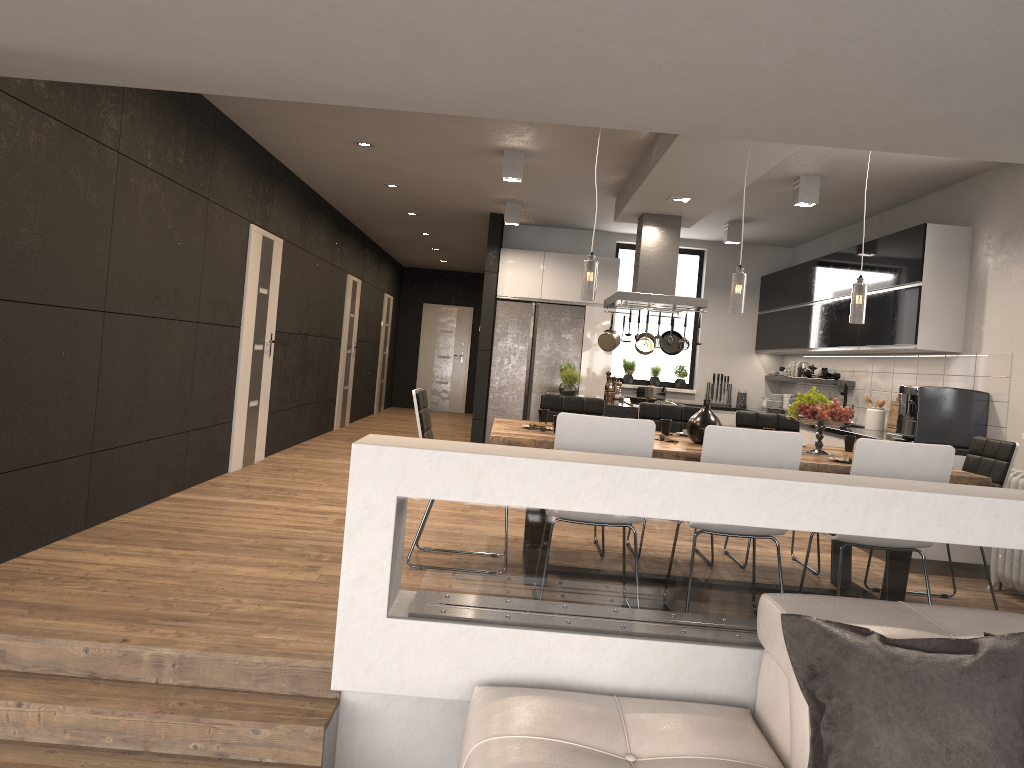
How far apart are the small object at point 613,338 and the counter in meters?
2.1

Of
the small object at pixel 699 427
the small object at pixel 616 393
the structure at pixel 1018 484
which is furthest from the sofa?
the small object at pixel 616 393

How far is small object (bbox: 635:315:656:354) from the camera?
8.4 meters

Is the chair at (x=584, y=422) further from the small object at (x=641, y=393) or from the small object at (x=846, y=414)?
the small object at (x=641, y=393)

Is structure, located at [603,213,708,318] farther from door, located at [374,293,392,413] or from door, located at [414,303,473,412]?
door, located at [414,303,473,412]

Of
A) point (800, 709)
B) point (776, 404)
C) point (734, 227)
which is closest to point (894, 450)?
point (800, 709)

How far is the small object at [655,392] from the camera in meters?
8.3

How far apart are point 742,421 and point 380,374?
10.07m

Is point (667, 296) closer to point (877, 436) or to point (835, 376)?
point (877, 436)

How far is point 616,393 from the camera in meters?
8.7 m
